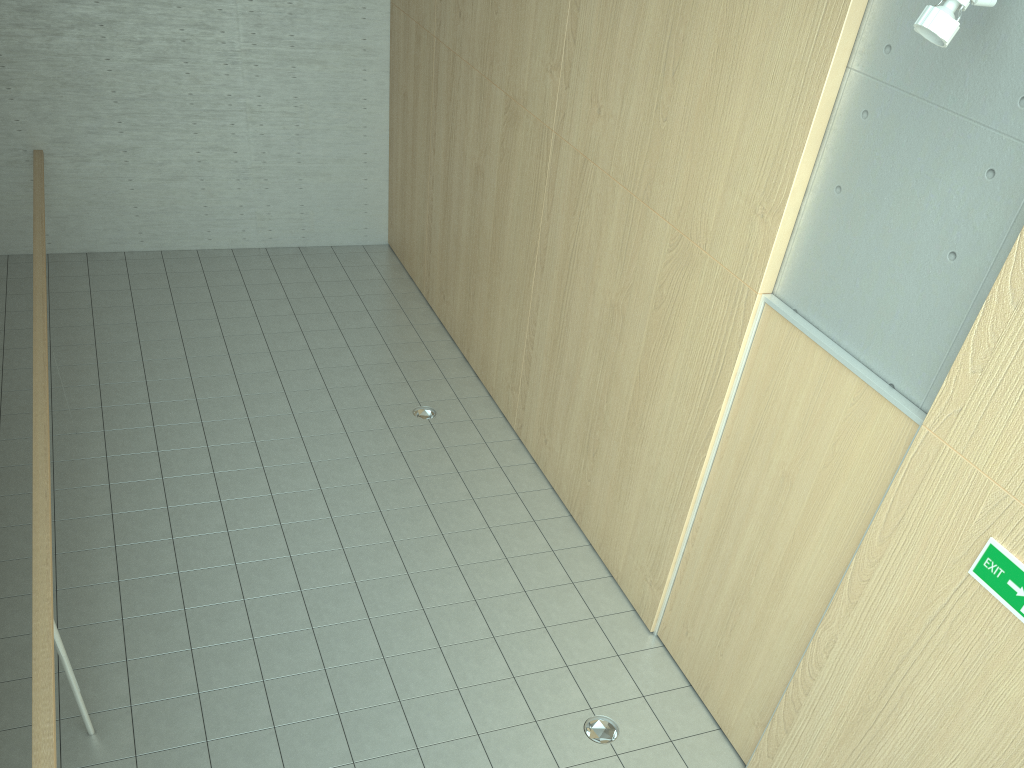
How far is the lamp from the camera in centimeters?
269cm

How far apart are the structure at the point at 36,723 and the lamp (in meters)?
3.65

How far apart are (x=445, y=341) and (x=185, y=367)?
2.3 meters

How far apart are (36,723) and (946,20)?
3.8 meters

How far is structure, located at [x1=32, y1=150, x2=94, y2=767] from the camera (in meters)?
2.93

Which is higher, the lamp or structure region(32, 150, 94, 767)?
the lamp

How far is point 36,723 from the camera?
2.9m

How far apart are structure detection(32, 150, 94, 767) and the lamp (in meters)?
3.65

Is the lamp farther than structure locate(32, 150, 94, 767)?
No
